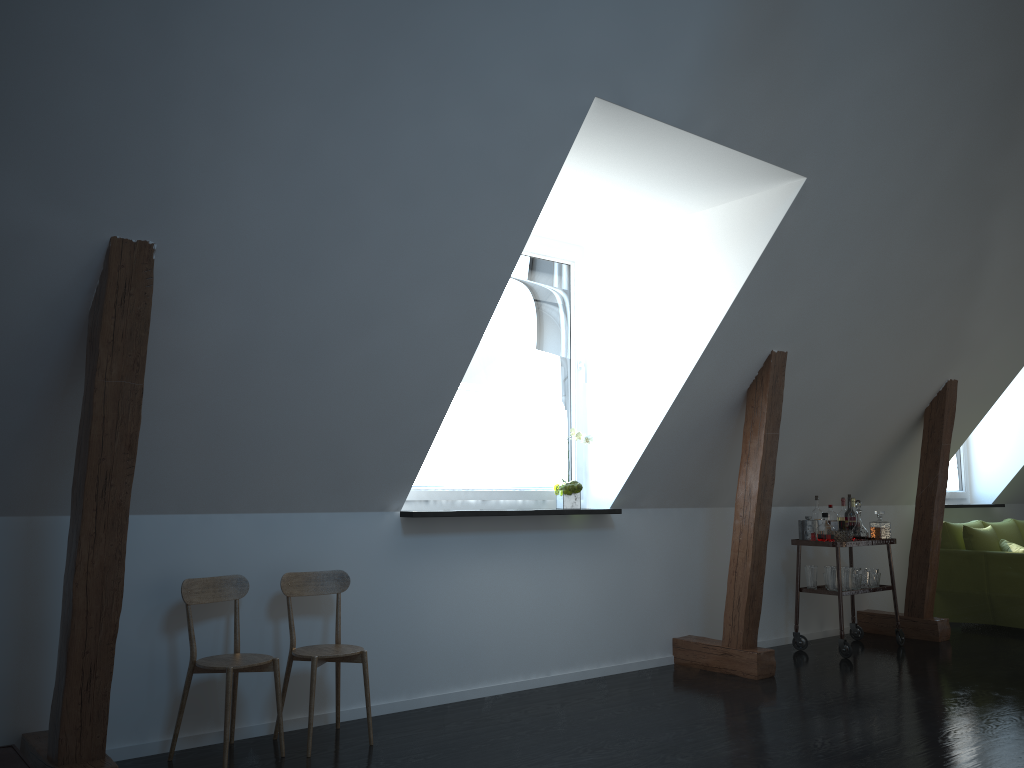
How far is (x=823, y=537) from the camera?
5.9 meters

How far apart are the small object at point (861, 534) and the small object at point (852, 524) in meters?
0.1 m

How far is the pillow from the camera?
6.9 meters

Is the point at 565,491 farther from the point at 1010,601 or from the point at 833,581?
the point at 1010,601

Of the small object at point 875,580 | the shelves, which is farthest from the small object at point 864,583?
the shelves

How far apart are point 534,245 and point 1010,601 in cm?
459

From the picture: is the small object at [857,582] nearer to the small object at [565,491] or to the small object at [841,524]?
the small object at [841,524]

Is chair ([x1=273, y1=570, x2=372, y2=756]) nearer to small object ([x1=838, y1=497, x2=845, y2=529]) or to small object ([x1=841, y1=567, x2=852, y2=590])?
small object ([x1=841, y1=567, x2=852, y2=590])

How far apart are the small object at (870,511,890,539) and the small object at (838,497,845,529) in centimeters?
22cm

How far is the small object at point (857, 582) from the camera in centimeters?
596cm
